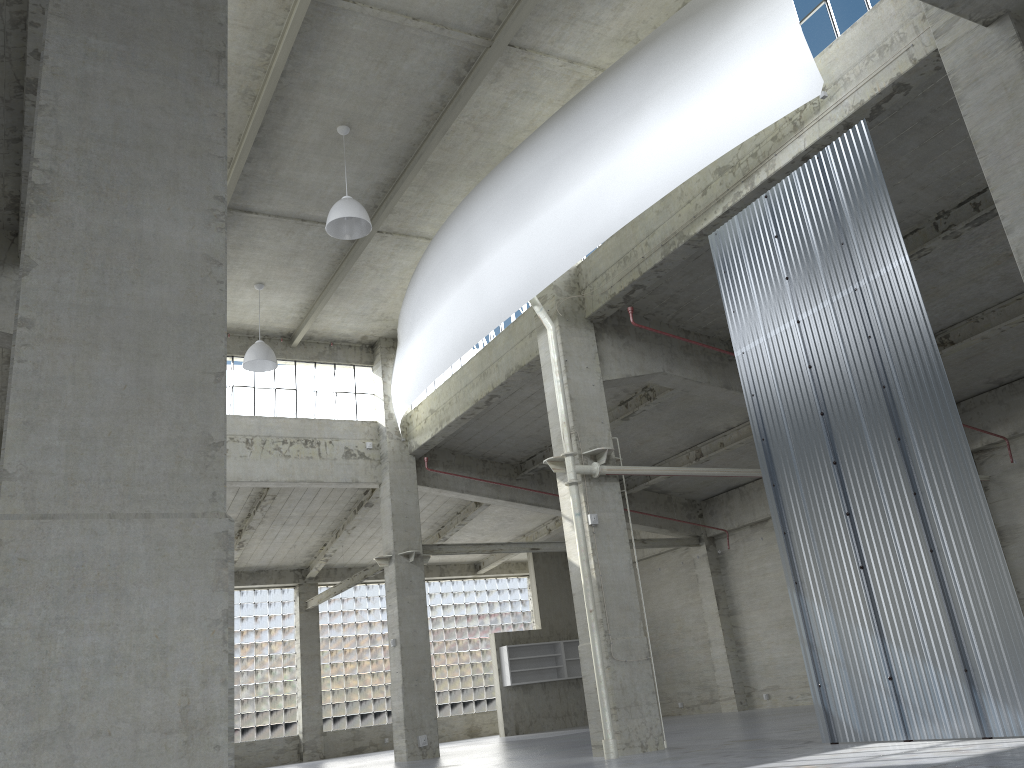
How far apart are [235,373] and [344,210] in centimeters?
1379cm

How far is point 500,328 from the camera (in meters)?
28.22

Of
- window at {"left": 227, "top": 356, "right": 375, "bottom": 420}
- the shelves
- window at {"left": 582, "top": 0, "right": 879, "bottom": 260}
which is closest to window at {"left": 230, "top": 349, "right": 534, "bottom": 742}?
the shelves

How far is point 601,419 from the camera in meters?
22.4 m

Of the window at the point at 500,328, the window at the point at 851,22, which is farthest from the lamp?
the window at the point at 851,22

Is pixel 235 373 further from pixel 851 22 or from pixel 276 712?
pixel 851 22

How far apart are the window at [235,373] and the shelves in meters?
15.3

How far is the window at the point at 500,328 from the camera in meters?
28.2 m

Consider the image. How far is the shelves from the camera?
42.99m

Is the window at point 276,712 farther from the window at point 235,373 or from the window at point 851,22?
the window at point 851,22
